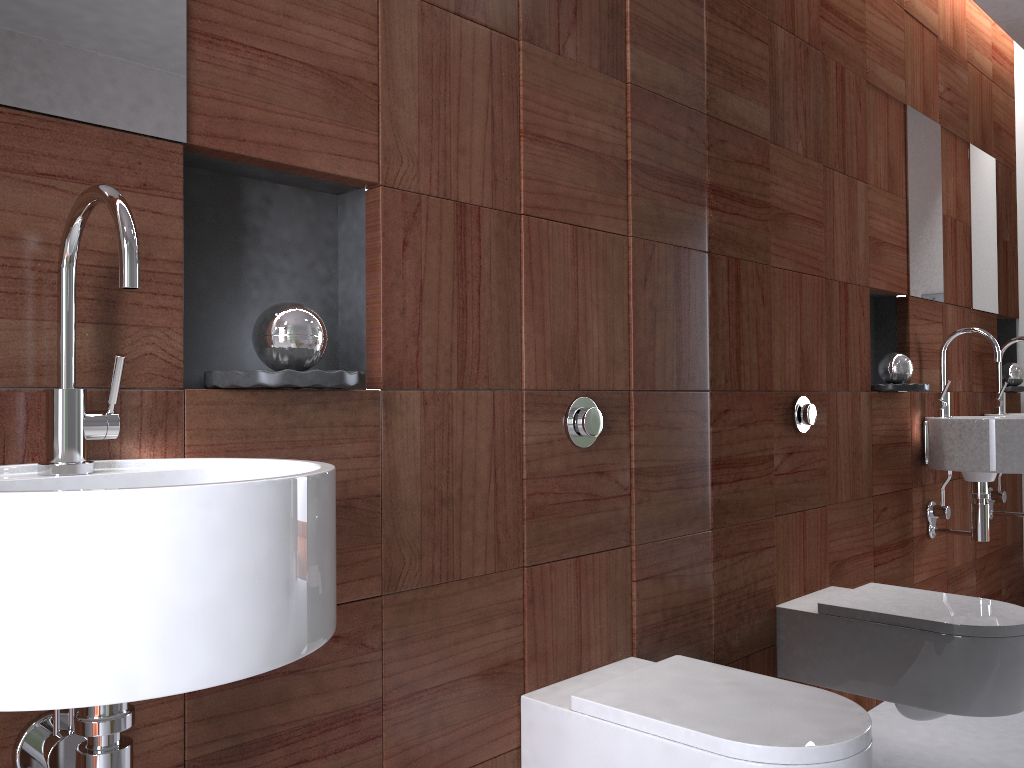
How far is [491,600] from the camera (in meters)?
1.53

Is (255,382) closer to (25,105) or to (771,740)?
(25,105)

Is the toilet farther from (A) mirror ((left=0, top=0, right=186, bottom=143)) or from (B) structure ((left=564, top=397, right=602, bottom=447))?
(A) mirror ((left=0, top=0, right=186, bottom=143))

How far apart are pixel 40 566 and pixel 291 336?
0.6m

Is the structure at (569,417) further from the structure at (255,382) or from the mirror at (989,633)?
the structure at (255,382)

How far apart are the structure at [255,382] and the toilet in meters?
0.7 m

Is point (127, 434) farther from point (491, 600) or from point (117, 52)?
point (491, 600)

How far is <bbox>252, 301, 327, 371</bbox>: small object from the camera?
1.2m

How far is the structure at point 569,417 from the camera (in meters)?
1.67

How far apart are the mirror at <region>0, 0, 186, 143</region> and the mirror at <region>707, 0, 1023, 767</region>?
1.2 meters
